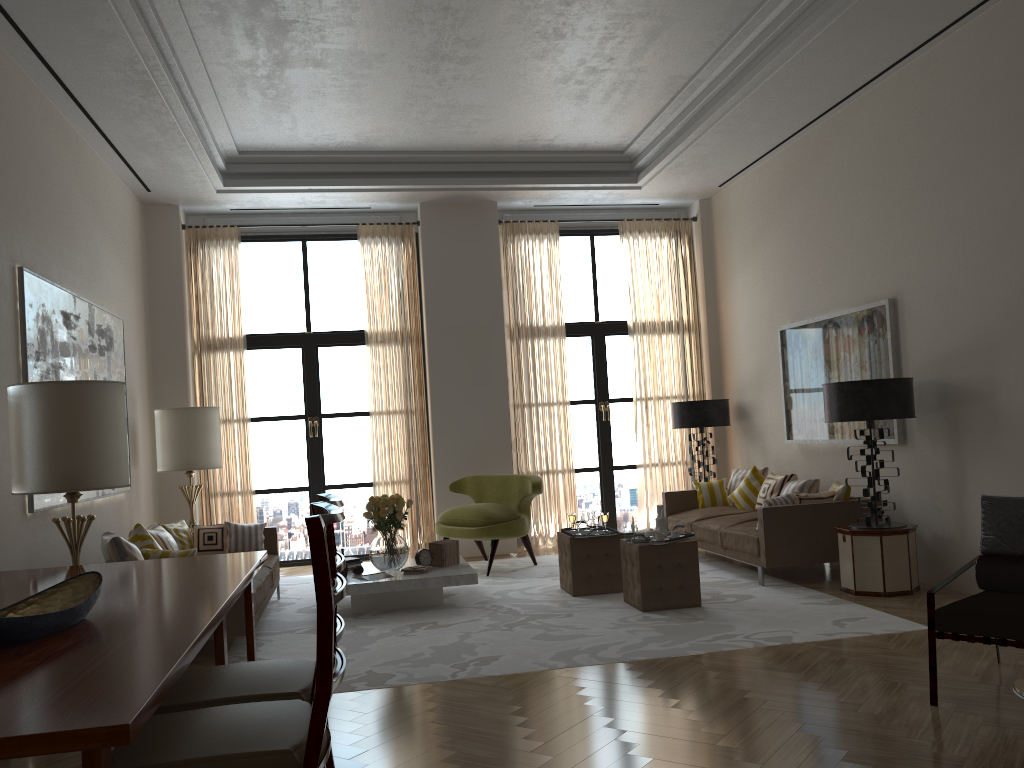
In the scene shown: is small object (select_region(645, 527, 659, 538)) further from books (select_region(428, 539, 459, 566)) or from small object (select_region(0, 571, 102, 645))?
small object (select_region(0, 571, 102, 645))

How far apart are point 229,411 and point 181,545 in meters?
3.0

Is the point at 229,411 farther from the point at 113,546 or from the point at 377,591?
the point at 113,546

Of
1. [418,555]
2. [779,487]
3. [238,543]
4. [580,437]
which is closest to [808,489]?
[779,487]

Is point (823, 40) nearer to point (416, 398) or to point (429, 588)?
point (429, 588)

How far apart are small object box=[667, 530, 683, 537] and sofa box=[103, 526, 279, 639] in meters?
3.8

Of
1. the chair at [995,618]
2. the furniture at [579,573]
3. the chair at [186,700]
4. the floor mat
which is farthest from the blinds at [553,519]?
the chair at [186,700]

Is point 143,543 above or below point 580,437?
below

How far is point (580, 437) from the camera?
13.45m

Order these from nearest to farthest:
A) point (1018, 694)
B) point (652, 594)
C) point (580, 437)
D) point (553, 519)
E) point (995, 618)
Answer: point (1018, 694) < point (995, 618) < point (652, 594) < point (553, 519) < point (580, 437)
